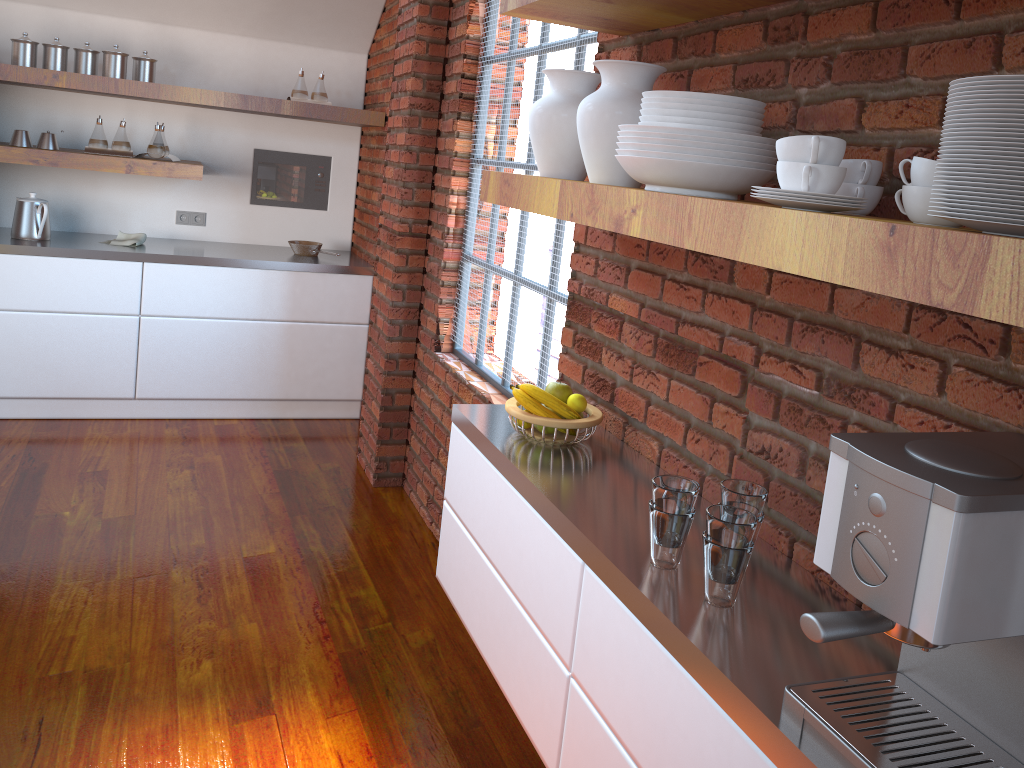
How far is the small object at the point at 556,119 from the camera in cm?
194

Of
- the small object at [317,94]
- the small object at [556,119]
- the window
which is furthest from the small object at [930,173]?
the small object at [317,94]

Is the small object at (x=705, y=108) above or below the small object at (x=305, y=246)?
above

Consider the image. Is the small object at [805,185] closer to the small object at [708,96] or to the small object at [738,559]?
the small object at [708,96]

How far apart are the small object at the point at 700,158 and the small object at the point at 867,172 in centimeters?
15cm

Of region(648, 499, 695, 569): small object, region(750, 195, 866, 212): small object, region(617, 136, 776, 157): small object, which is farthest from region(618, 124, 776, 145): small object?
region(648, 499, 695, 569): small object

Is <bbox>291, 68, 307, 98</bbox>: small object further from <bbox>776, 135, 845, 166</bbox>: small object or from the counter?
<bbox>776, 135, 845, 166</bbox>: small object

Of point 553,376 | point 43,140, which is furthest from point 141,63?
point 553,376

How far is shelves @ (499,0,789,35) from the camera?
1.73m

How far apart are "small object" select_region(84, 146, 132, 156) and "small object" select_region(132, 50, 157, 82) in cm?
40
